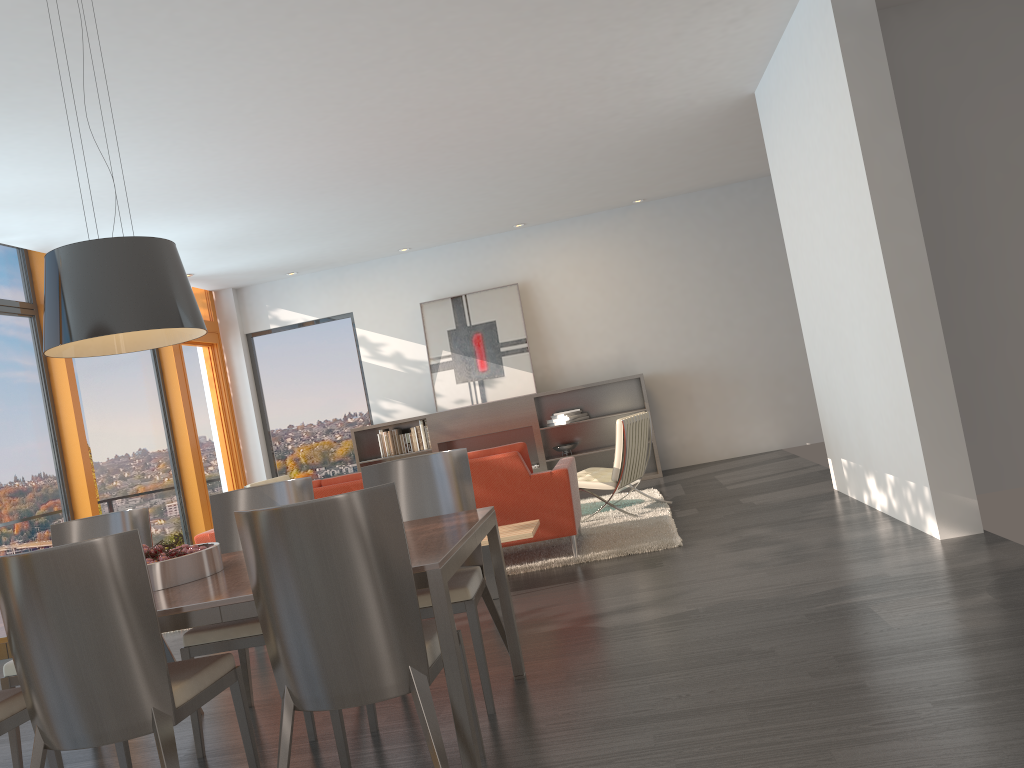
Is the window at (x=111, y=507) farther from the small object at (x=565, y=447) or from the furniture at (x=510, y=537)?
the furniture at (x=510, y=537)

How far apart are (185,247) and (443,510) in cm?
565

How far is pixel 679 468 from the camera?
10.31m

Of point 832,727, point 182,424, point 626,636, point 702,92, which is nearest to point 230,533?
point 626,636

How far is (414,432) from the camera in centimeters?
1013cm

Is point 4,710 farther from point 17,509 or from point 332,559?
point 17,509

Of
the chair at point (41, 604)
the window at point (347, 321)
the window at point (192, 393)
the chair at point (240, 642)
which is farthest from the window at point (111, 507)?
the chair at point (41, 604)

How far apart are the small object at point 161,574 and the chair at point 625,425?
4.2m

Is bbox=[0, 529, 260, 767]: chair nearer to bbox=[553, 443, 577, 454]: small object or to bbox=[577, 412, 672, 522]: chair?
bbox=[577, 412, 672, 522]: chair

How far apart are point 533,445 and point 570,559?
4.1m
